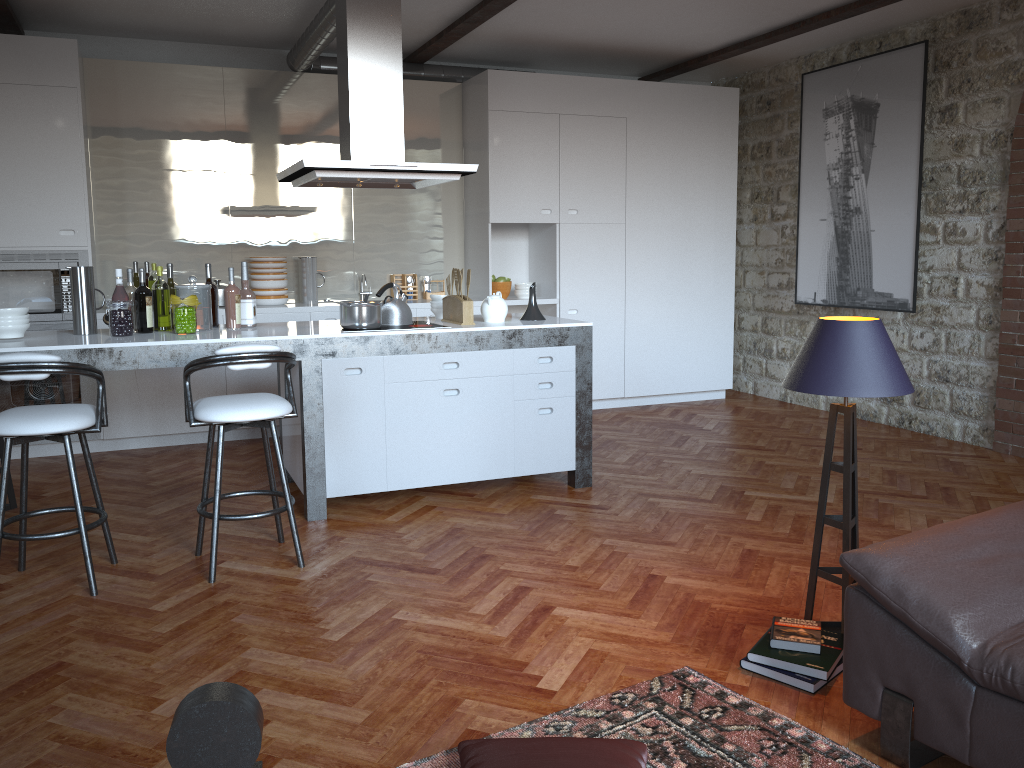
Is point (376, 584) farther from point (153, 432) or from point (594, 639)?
point (153, 432)

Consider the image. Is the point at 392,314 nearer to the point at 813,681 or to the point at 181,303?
the point at 181,303

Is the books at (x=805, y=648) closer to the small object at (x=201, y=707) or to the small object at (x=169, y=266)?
the small object at (x=201, y=707)

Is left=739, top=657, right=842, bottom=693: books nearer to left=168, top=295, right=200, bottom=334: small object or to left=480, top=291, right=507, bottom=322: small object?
left=480, top=291, right=507, bottom=322: small object

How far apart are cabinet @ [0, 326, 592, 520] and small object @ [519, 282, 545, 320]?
0.29m

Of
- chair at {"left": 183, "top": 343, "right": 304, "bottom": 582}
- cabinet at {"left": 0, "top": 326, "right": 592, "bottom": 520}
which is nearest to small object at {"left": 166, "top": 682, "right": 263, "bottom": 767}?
chair at {"left": 183, "top": 343, "right": 304, "bottom": 582}

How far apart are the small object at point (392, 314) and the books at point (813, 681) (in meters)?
2.69

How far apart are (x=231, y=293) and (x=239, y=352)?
1.2m

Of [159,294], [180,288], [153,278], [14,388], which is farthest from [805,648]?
[14,388]

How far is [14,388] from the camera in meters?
5.8
